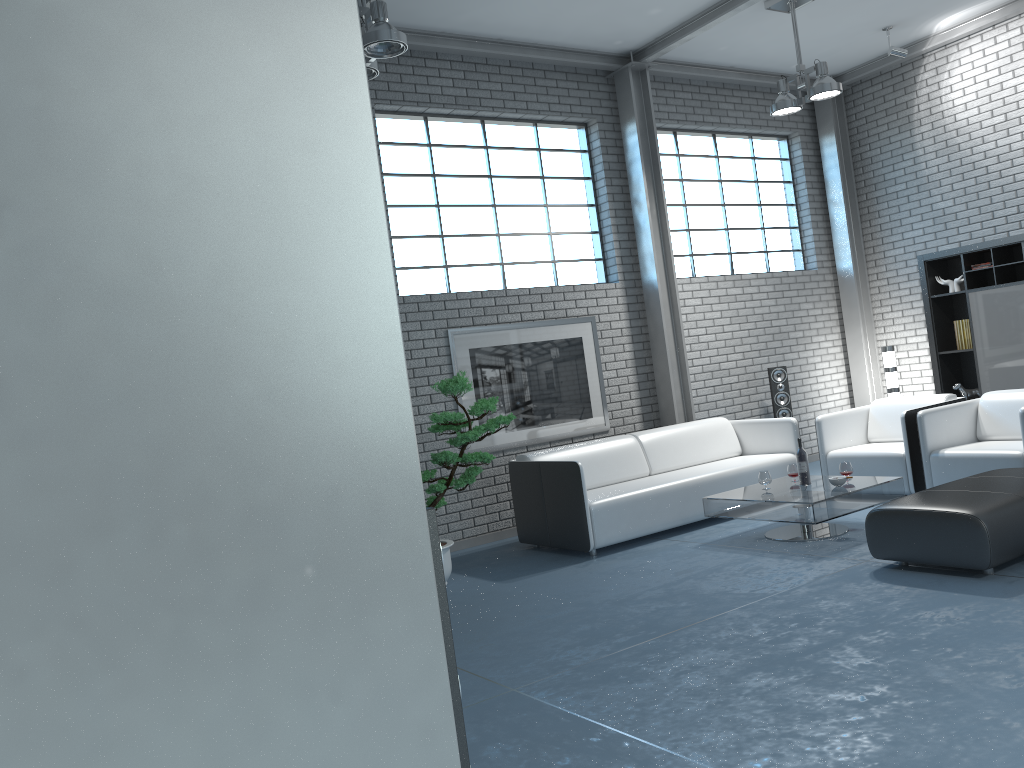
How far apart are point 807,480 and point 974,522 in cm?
167

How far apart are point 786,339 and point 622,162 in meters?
2.6 m

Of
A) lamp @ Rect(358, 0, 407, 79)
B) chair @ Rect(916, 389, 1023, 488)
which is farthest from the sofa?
lamp @ Rect(358, 0, 407, 79)

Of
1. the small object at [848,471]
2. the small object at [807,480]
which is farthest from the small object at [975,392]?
the small object at [807,480]

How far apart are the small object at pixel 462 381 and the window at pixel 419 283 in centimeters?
162cm

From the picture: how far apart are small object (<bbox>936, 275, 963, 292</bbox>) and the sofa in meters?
2.6

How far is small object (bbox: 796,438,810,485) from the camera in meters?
5.9

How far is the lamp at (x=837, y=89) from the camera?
6.8m

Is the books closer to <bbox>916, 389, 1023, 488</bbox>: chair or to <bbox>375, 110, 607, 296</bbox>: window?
<bbox>916, 389, 1023, 488</bbox>: chair

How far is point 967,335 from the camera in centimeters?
821cm
